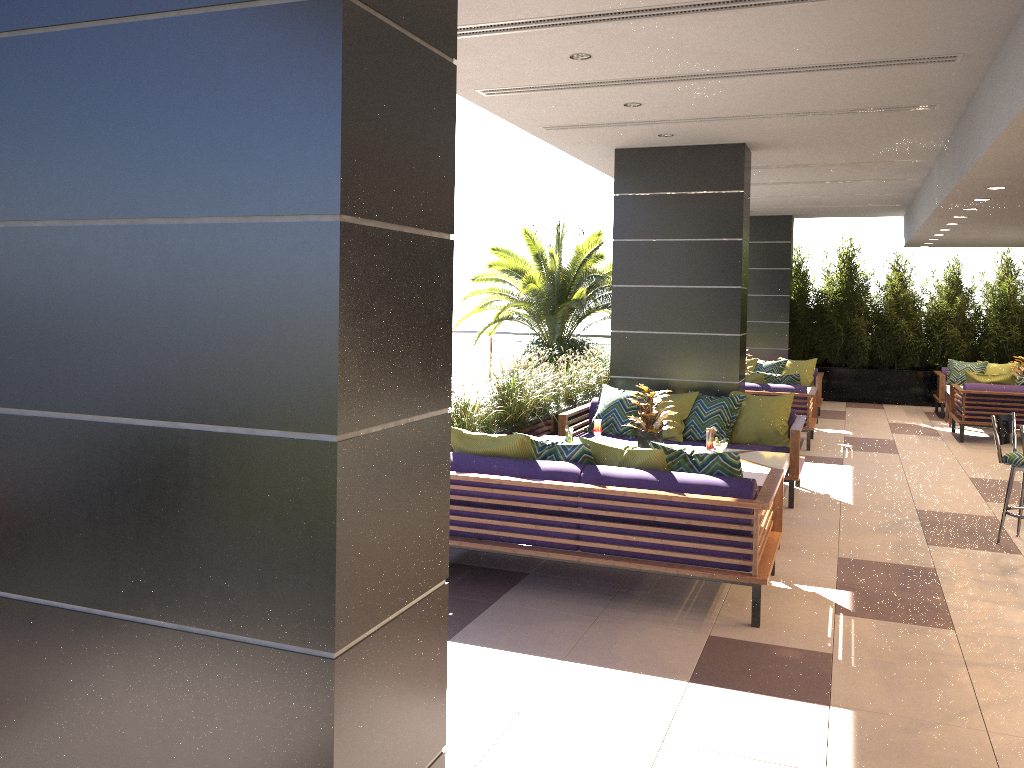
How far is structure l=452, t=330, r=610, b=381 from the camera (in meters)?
18.43

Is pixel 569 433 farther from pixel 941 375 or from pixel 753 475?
pixel 941 375

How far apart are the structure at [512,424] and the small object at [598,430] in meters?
0.6

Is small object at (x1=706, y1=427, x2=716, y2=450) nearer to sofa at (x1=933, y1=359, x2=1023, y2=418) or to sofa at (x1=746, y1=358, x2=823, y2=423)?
sofa at (x1=746, y1=358, x2=823, y2=423)

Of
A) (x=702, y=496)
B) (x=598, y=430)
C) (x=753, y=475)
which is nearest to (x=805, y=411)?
(x=598, y=430)

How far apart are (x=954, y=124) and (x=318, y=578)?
7.5m

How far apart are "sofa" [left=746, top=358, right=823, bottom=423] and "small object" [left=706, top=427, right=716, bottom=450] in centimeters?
650cm

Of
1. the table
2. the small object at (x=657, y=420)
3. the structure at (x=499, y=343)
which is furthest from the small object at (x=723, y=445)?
the structure at (x=499, y=343)

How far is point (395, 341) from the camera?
2.10m

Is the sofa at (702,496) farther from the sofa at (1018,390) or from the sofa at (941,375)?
the sofa at (941,375)
